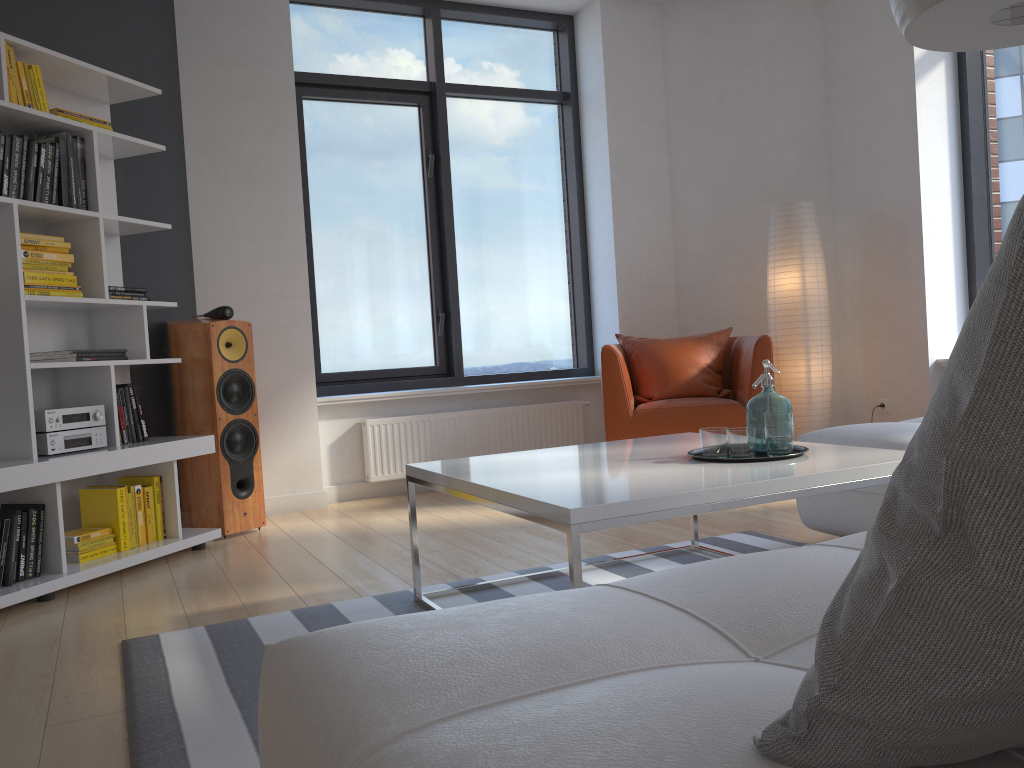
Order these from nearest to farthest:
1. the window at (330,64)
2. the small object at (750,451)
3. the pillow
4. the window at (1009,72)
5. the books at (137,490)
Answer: the pillow
the small object at (750,451)
the books at (137,490)
the window at (1009,72)
the window at (330,64)

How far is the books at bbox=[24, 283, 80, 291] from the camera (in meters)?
3.33

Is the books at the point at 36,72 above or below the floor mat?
above

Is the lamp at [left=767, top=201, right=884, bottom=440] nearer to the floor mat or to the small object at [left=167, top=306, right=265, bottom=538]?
the floor mat

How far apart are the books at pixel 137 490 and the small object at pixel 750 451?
2.4m

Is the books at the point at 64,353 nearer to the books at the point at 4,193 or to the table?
the books at the point at 4,193

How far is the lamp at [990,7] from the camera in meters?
1.9

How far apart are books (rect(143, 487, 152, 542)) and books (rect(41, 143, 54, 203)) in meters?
1.2

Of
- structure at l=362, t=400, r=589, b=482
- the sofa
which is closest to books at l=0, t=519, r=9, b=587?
structure at l=362, t=400, r=589, b=482

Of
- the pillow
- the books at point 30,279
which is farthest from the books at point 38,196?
the pillow
